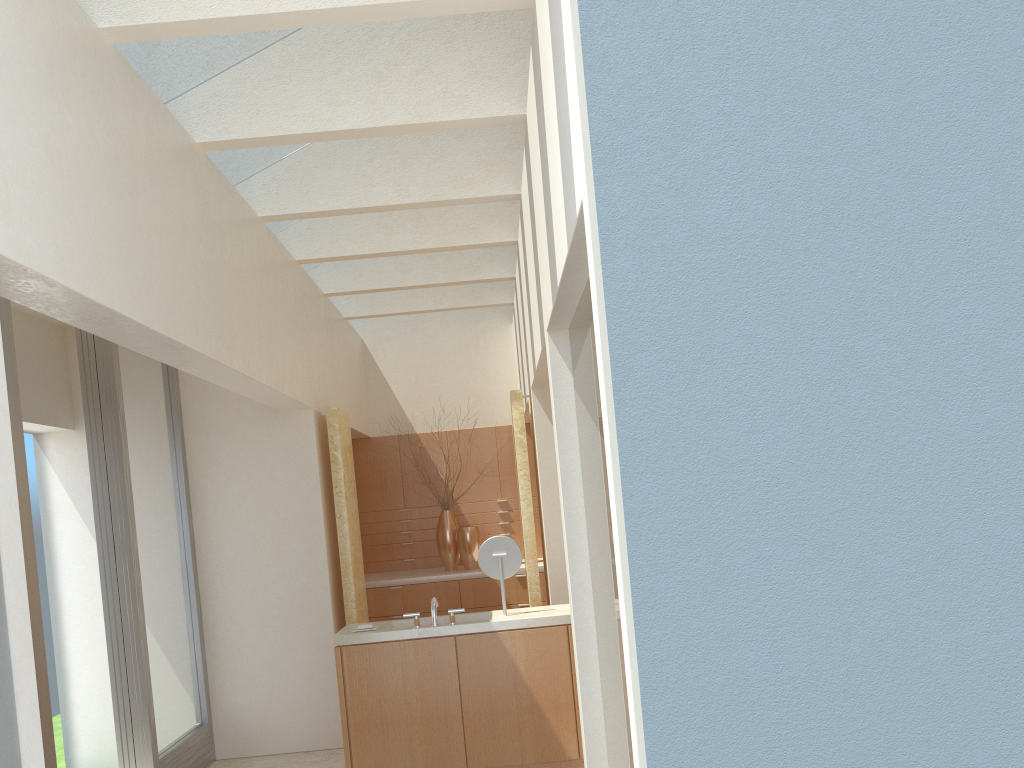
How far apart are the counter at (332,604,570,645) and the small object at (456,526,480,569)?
6.4 meters

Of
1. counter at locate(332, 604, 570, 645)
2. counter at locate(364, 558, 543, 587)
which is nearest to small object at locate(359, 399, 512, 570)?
counter at locate(364, 558, 543, 587)

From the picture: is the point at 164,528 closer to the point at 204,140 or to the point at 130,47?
the point at 204,140

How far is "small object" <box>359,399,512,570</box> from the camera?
19.50m

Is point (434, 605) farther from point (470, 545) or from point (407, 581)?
point (470, 545)

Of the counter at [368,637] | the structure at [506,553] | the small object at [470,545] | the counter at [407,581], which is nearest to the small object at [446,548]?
the counter at [407,581]

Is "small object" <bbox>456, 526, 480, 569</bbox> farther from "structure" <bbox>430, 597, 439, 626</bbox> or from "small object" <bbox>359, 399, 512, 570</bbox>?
A: "structure" <bbox>430, 597, 439, 626</bbox>

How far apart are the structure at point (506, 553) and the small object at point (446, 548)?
7.28m

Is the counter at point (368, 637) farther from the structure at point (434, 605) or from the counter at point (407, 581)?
the counter at point (407, 581)

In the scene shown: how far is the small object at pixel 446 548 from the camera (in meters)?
19.50
